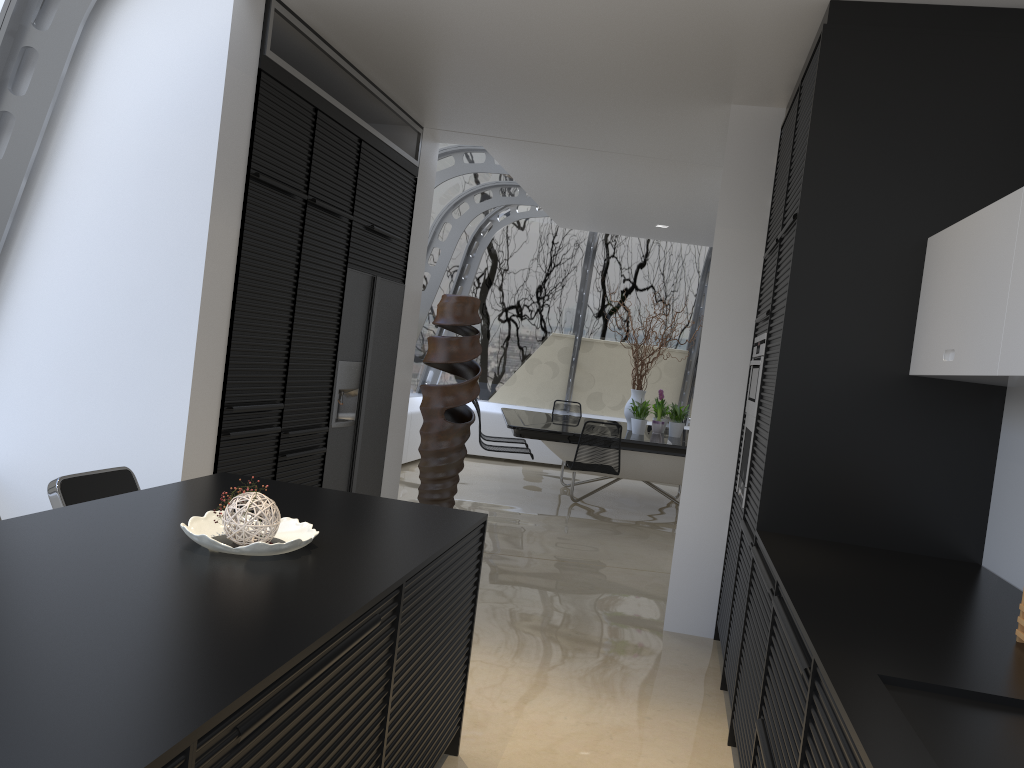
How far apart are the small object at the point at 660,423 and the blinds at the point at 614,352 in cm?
223

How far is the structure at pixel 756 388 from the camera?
4.1m

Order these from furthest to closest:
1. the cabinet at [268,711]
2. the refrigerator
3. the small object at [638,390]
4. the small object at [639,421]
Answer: the small object at [638,390], the small object at [639,421], the refrigerator, the cabinet at [268,711]

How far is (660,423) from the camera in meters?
9.3 m

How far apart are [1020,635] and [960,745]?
0.82m

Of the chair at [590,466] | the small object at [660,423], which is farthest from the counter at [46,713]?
the small object at [660,423]

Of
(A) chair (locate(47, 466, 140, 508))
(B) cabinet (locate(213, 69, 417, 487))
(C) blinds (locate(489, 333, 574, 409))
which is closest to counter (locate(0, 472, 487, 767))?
(A) chair (locate(47, 466, 140, 508))

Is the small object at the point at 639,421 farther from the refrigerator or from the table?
the refrigerator

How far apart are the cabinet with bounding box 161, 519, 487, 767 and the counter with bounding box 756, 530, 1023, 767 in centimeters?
95cm

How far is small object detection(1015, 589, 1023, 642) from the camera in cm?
220
